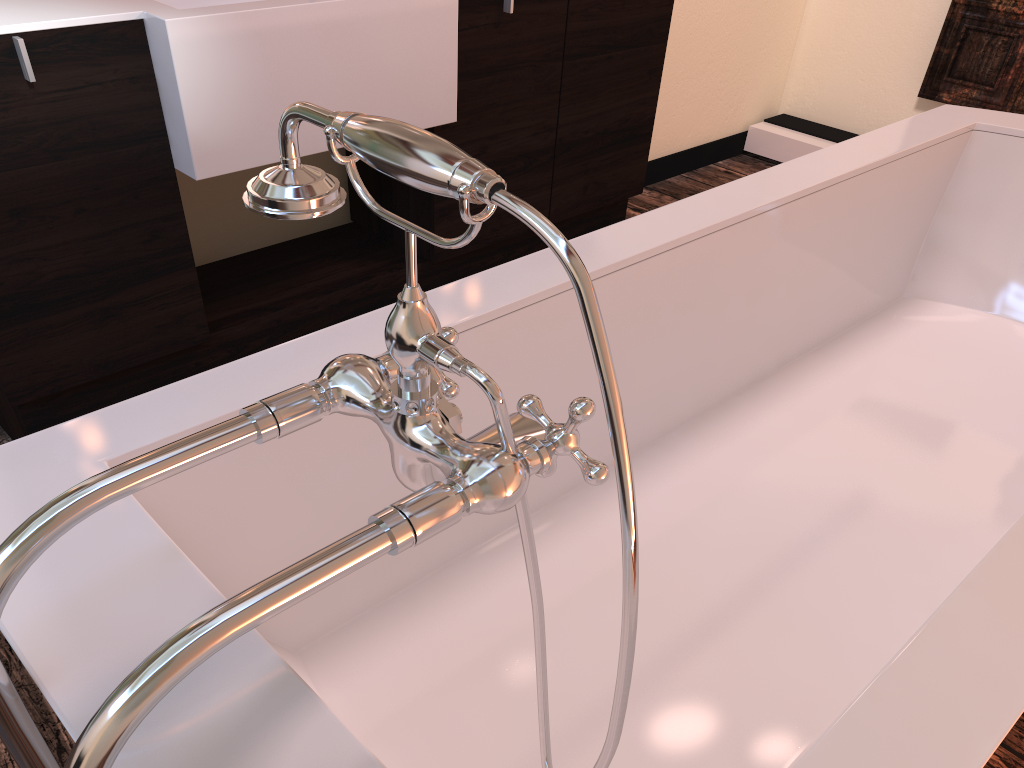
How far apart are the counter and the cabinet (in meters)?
0.01

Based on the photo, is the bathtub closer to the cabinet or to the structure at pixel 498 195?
the structure at pixel 498 195

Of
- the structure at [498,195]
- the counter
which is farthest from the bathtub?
the counter

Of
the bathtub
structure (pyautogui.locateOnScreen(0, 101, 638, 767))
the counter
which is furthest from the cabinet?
structure (pyautogui.locateOnScreen(0, 101, 638, 767))

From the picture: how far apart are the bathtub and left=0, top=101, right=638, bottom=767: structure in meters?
0.0

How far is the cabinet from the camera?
1.50m

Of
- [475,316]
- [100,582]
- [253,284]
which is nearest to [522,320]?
[475,316]

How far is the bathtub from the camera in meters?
0.7 m

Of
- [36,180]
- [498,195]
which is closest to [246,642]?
[498,195]

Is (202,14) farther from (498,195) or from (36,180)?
(498,195)
